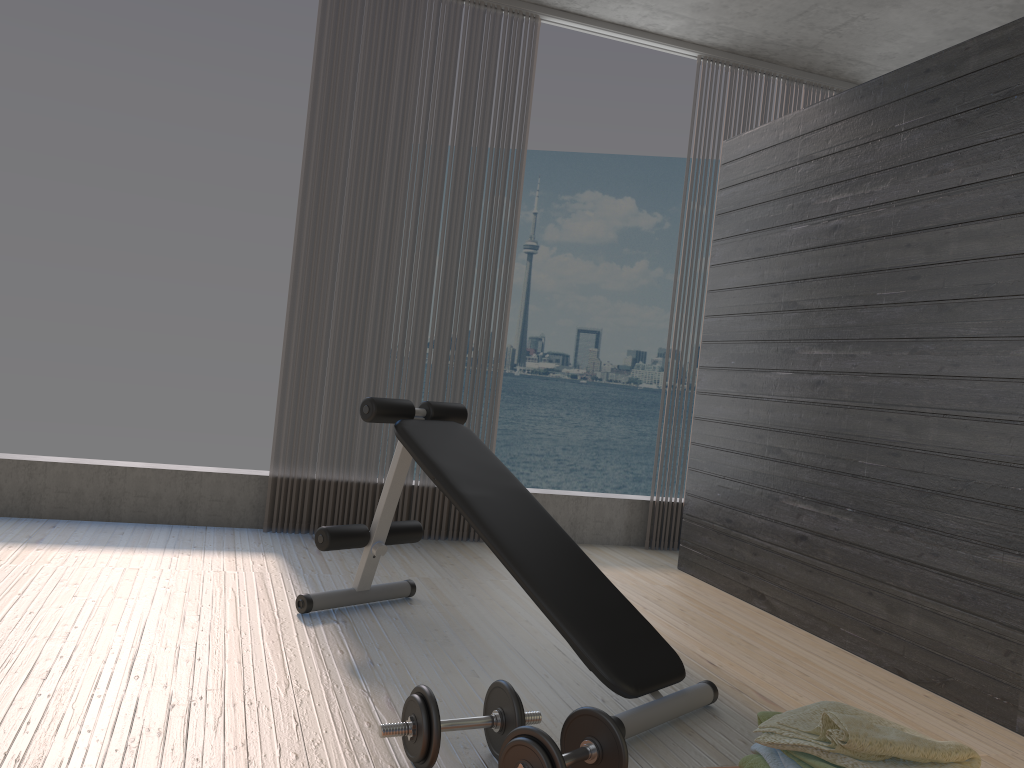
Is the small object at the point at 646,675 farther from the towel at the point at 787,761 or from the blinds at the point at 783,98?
the blinds at the point at 783,98

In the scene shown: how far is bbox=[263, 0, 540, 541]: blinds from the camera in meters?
4.3 m

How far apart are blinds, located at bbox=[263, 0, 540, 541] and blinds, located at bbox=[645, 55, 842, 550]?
1.2m

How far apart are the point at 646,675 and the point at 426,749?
0.7m

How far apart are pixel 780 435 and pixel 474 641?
1.6m

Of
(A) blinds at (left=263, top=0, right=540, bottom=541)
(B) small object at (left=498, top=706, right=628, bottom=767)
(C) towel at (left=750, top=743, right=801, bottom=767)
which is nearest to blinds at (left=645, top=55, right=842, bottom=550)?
(A) blinds at (left=263, top=0, right=540, bottom=541)

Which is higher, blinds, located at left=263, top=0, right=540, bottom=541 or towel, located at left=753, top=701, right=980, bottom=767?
blinds, located at left=263, top=0, right=540, bottom=541

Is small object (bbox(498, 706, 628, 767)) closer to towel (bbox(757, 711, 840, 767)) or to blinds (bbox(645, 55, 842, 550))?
towel (bbox(757, 711, 840, 767))

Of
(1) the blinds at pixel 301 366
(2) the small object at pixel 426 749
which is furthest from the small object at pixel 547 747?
(1) the blinds at pixel 301 366

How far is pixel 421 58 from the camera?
4.43m
